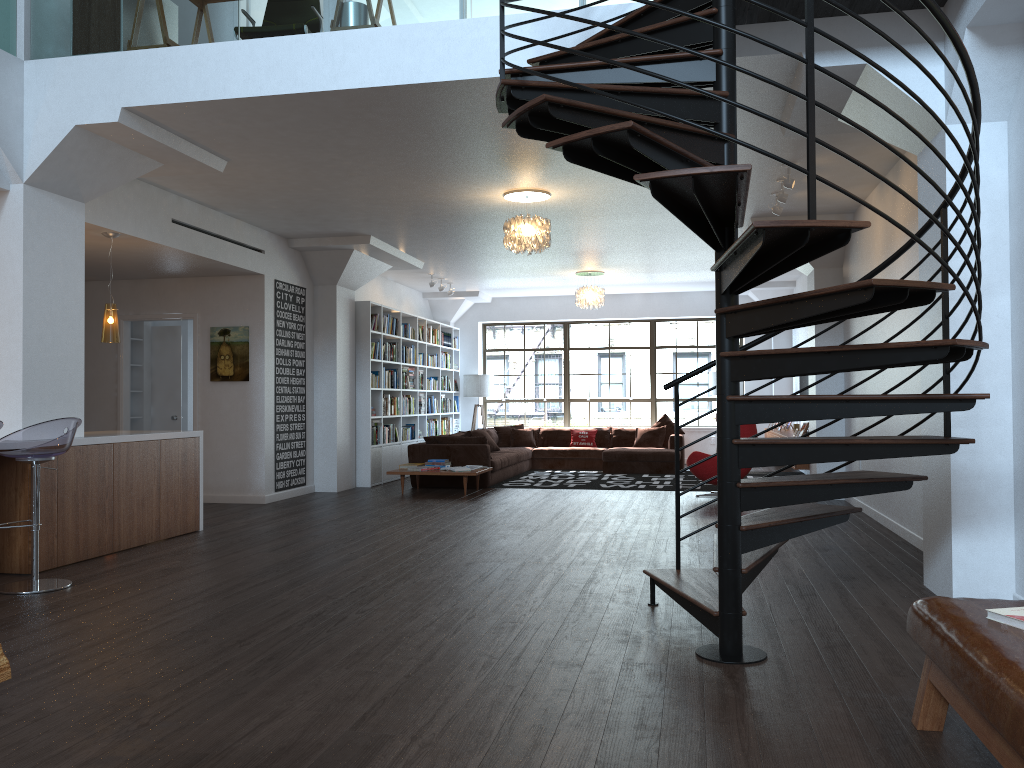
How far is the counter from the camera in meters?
6.2

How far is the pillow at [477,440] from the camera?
11.4 meters

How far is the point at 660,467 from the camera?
13.2m

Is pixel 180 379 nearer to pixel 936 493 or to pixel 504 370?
pixel 504 370

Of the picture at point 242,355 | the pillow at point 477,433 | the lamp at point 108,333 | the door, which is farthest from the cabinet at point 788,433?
the lamp at point 108,333

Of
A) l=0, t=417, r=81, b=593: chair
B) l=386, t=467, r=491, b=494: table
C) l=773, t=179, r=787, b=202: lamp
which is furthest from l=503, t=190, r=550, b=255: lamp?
l=0, t=417, r=81, b=593: chair

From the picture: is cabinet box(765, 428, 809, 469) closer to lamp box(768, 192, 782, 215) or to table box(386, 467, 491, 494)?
table box(386, 467, 491, 494)

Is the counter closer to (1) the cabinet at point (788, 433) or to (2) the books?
(2) the books

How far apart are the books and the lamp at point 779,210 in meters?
6.0 m

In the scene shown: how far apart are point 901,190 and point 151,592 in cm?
444
